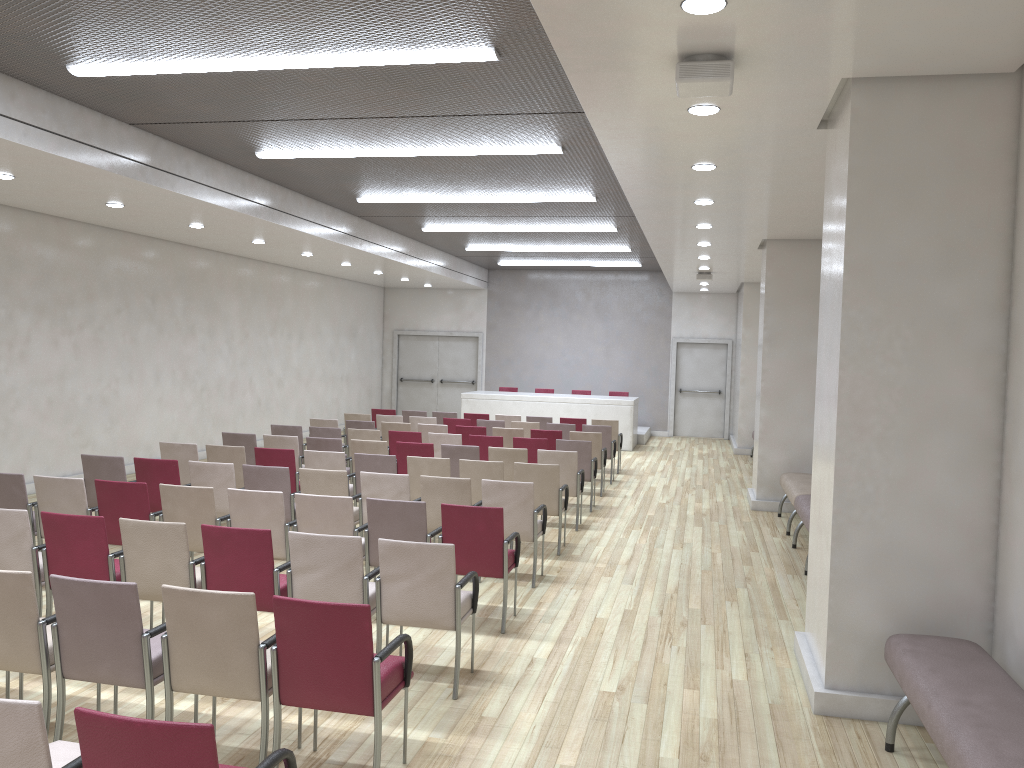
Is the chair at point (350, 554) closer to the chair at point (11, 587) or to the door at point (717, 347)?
the chair at point (11, 587)

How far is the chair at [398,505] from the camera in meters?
6.3

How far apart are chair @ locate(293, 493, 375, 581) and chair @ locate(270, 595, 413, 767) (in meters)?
2.19

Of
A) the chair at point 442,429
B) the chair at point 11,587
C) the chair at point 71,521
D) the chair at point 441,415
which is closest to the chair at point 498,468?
the chair at point 71,521

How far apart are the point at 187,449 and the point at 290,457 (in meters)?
1.17

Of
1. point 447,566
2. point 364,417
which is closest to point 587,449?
point 364,417

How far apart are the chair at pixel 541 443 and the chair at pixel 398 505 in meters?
4.7

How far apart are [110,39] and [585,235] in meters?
10.1 m

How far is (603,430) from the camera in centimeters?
1332cm

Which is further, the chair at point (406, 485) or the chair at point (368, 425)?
the chair at point (368, 425)
